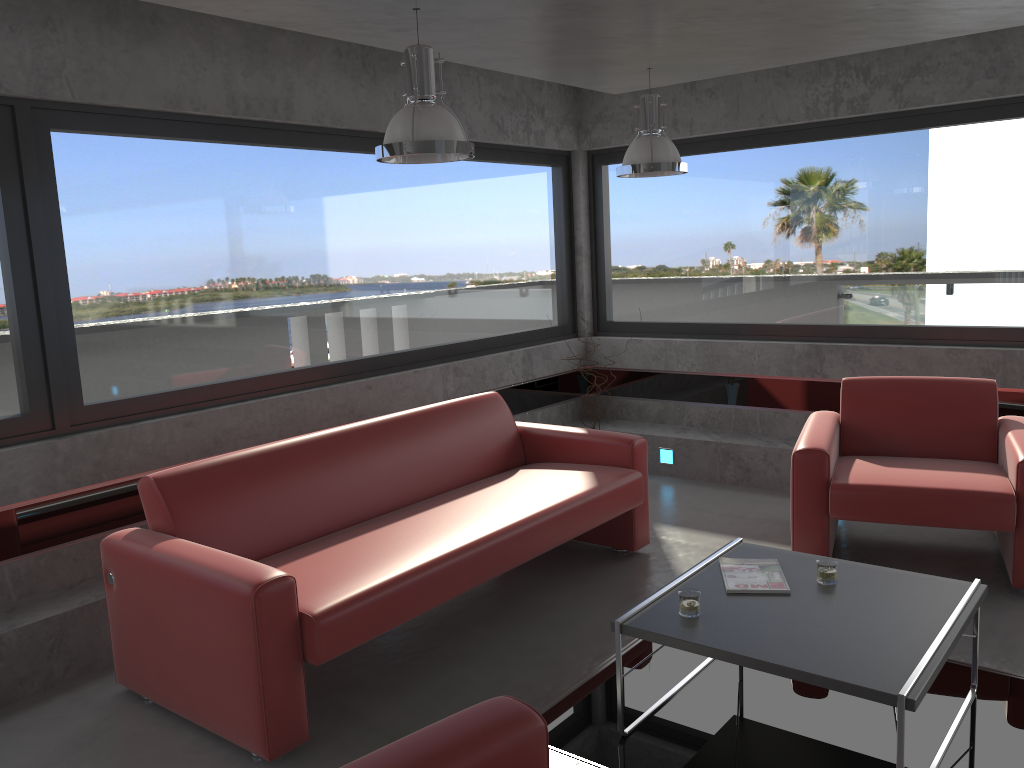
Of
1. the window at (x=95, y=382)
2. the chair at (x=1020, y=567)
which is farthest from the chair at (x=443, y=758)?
the window at (x=95, y=382)

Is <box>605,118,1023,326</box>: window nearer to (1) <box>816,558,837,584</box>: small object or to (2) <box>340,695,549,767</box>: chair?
(1) <box>816,558,837,584</box>: small object

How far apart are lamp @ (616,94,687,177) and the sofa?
1.42m

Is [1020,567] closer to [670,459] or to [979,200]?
[979,200]

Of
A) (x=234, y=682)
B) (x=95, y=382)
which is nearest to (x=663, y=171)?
(x=95, y=382)

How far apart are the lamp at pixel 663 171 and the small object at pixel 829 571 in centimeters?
227cm

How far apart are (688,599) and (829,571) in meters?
0.6 m

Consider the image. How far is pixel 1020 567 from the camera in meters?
4.1 m

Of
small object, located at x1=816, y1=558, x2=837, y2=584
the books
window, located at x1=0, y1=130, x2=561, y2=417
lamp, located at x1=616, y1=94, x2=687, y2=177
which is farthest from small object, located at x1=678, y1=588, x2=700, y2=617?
window, located at x1=0, y1=130, x2=561, y2=417

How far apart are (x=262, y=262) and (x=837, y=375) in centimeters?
383cm
